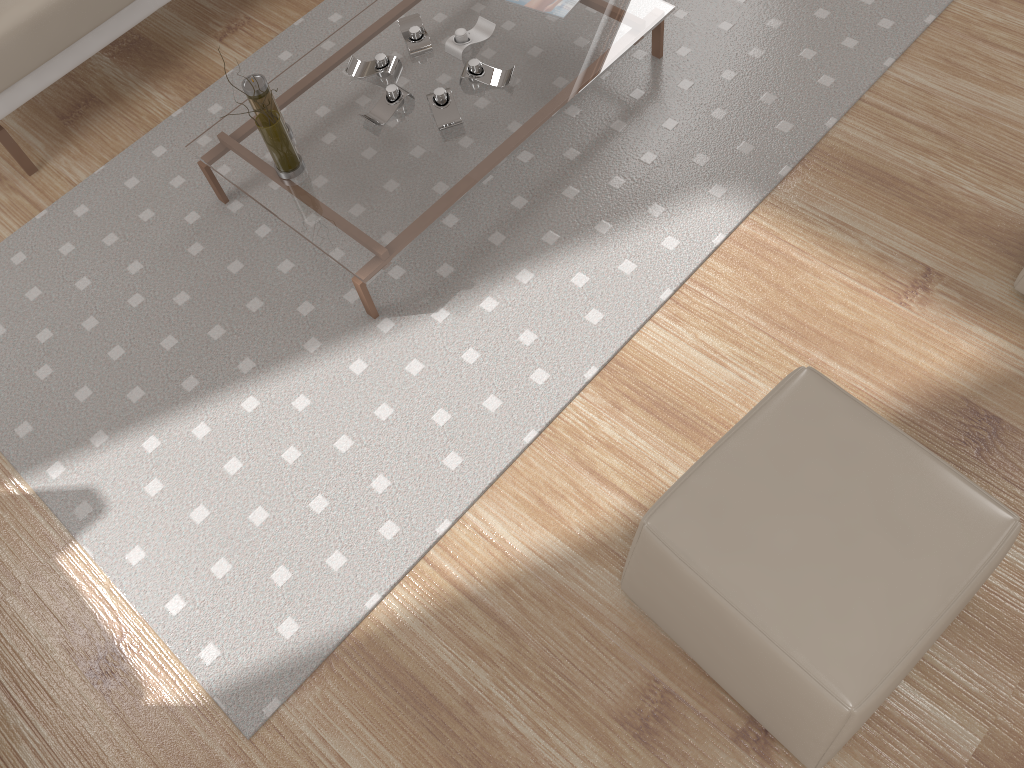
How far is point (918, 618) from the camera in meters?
1.4

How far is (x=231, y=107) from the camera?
2.7m

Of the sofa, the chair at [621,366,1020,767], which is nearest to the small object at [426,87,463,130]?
the sofa

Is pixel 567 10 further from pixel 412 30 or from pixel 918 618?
pixel 918 618

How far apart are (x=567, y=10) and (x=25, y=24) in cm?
146

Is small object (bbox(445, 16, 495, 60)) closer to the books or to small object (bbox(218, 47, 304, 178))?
the books

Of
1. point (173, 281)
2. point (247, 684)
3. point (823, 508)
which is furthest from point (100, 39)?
point (823, 508)

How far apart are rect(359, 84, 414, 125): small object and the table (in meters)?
0.01

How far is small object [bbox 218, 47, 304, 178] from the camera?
2.13m

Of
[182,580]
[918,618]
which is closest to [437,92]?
[182,580]
